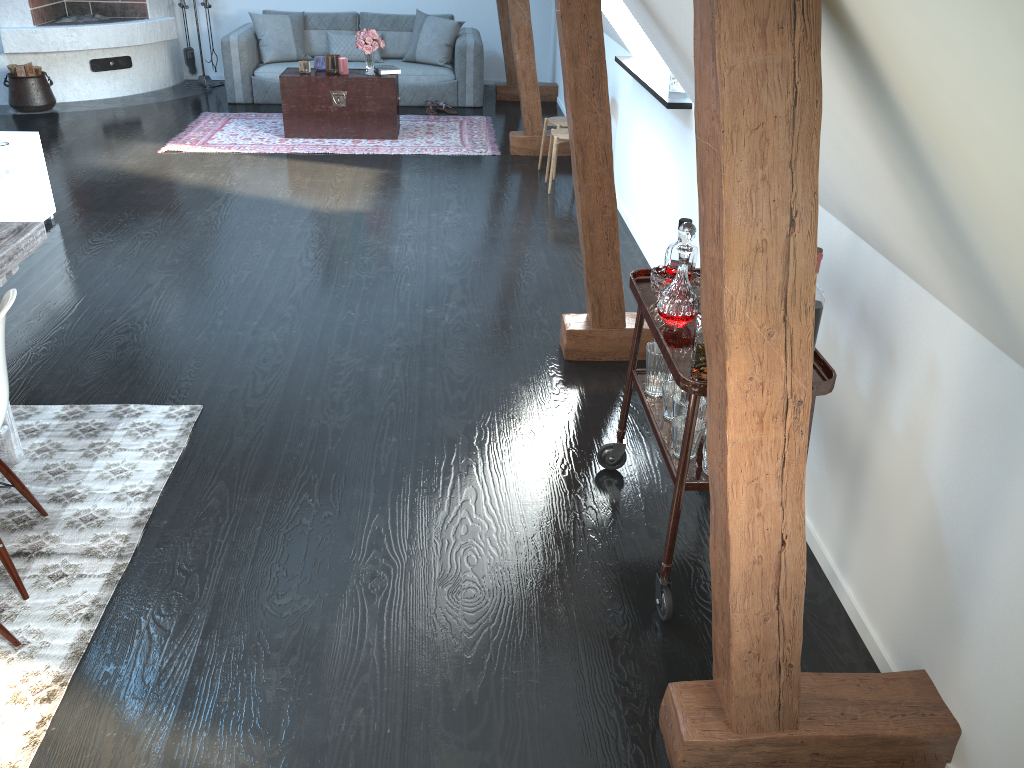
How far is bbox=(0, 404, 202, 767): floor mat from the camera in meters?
2.2 m

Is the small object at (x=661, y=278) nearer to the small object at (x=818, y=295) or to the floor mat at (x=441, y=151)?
the small object at (x=818, y=295)

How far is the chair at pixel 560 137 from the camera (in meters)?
5.89

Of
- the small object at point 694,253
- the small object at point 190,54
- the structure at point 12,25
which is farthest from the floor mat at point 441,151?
the small object at point 694,253

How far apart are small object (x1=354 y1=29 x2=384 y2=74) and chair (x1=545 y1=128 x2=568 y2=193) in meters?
2.0

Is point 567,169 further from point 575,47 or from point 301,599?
point 301,599

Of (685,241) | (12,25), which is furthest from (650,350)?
(12,25)

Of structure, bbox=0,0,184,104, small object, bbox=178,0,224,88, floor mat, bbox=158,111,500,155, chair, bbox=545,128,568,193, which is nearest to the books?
floor mat, bbox=158,111,500,155

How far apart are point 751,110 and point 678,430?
1.2 meters

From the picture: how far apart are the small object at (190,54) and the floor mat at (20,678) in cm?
669
